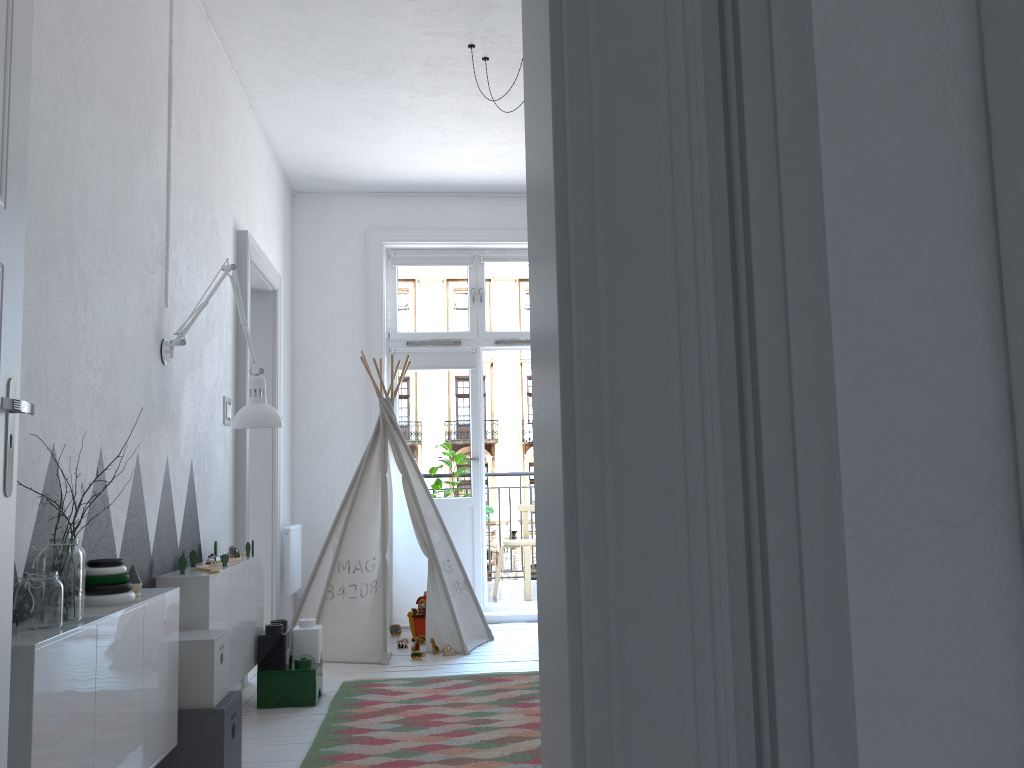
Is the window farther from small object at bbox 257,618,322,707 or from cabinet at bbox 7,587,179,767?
cabinet at bbox 7,587,179,767

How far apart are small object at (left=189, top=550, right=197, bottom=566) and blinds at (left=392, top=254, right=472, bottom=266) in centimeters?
321cm

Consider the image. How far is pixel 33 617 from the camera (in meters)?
1.83

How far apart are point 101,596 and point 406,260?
4.2 meters

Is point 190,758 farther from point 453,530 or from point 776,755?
point 453,530

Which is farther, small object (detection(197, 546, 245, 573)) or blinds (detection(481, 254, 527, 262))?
blinds (detection(481, 254, 527, 262))

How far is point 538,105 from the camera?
0.8 meters

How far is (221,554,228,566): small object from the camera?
3.3m

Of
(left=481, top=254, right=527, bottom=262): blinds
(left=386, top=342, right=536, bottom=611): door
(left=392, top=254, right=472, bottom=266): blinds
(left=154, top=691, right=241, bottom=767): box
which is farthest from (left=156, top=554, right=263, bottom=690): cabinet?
(left=481, top=254, right=527, bottom=262): blinds

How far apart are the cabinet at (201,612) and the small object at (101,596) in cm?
56
